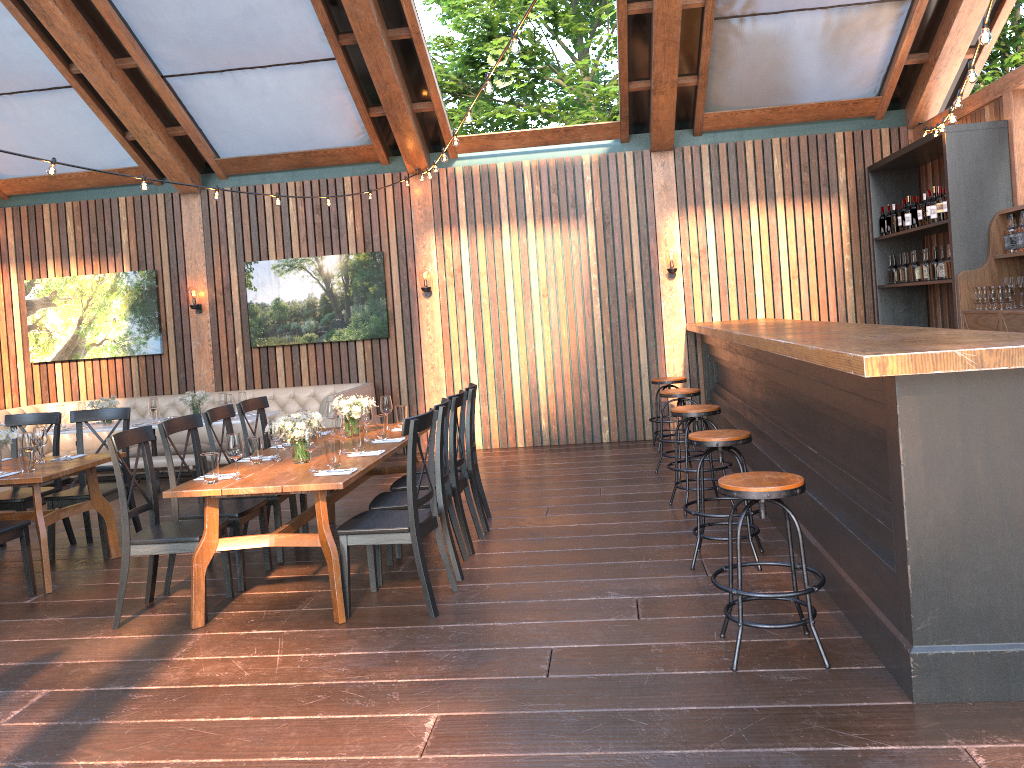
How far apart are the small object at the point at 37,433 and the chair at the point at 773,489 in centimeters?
464cm

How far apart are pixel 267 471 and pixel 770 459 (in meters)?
3.26

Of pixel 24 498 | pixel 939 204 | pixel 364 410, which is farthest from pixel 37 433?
pixel 939 204

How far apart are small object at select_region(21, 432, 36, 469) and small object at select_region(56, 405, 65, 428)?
3.7m

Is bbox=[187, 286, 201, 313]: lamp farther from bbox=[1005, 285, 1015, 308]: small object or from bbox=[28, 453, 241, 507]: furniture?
bbox=[1005, 285, 1015, 308]: small object

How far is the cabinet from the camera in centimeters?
654cm

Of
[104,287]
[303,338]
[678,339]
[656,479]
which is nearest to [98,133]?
[104,287]

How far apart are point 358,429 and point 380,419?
0.53m

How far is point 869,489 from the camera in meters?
3.9

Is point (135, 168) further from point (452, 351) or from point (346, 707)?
point (346, 707)
